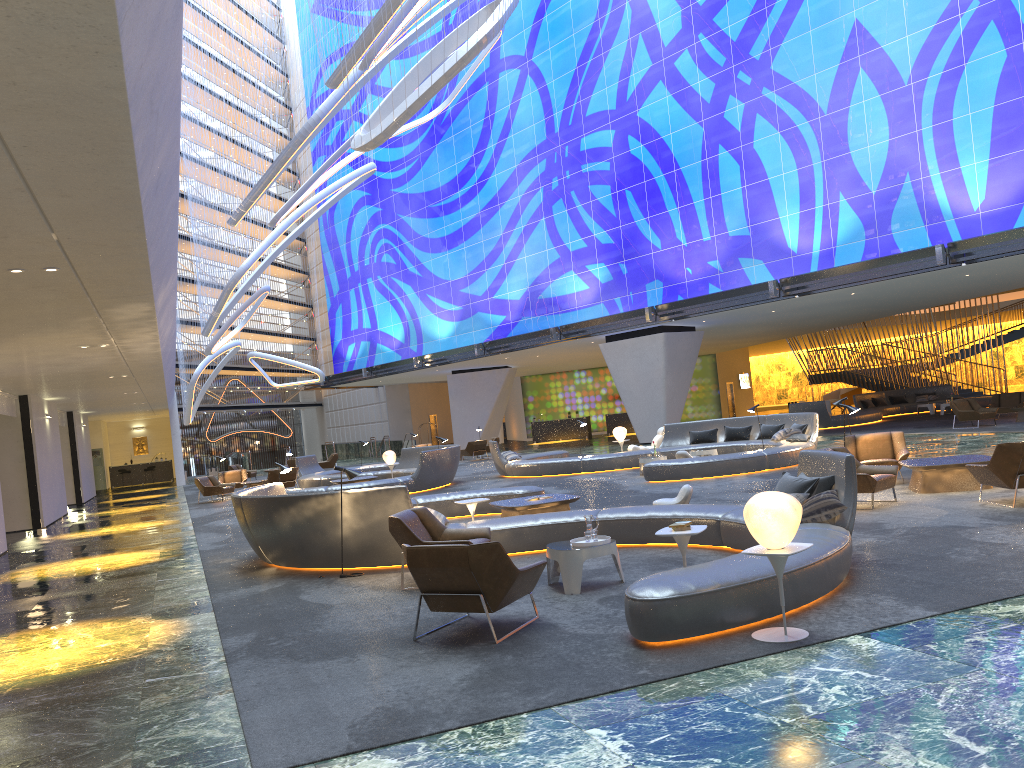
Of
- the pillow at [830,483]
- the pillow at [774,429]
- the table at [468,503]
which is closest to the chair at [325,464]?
the pillow at [774,429]

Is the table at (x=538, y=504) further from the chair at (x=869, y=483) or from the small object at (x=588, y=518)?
the small object at (x=588, y=518)

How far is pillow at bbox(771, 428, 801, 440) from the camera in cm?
2008

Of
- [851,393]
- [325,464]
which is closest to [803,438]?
[325,464]

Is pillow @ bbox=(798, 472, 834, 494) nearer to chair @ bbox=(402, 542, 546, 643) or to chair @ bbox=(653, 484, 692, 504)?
chair @ bbox=(402, 542, 546, 643)

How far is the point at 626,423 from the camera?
45.7m

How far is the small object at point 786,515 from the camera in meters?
5.8 m

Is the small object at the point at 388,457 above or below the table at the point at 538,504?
above

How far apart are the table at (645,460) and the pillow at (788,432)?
3.16m

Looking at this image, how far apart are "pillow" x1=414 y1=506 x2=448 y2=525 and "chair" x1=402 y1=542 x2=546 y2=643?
3.3 meters
